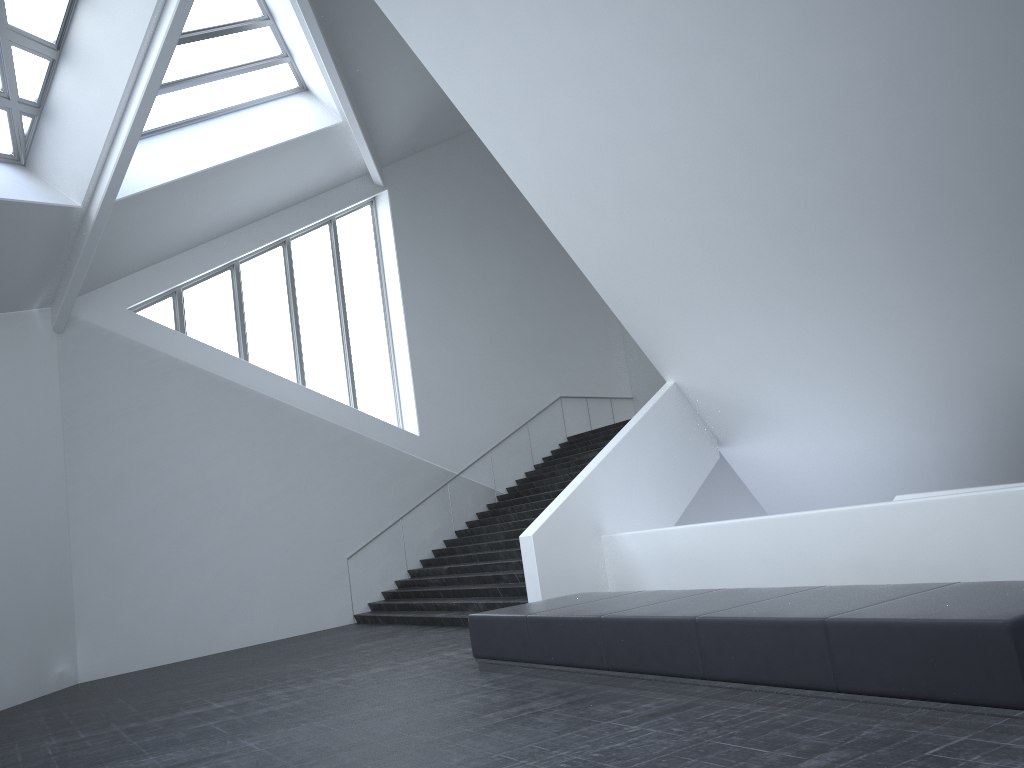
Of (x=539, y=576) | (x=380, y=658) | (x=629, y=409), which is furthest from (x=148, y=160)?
(x=629, y=409)

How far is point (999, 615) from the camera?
4.63m

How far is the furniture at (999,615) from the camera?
4.6 meters
